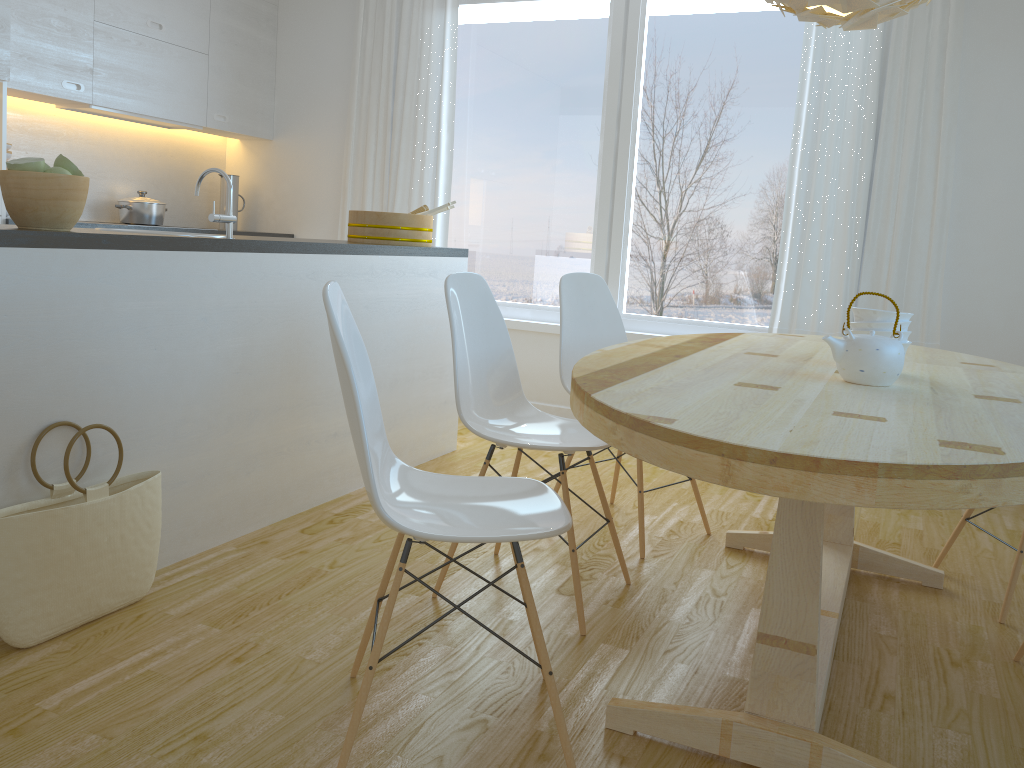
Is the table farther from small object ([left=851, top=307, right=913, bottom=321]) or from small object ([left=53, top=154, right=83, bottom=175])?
small object ([left=53, top=154, right=83, bottom=175])

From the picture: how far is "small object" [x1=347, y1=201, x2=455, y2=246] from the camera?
3.8 meters

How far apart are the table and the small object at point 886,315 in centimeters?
14cm

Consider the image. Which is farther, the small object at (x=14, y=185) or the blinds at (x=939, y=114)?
the blinds at (x=939, y=114)

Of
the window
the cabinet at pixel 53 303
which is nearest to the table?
the cabinet at pixel 53 303

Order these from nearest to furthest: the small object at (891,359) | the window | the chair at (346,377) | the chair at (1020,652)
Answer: the chair at (346,377) → the small object at (891,359) → the chair at (1020,652) → the window

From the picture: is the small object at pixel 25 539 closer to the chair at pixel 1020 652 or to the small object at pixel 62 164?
the small object at pixel 62 164

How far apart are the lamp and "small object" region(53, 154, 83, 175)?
1.84m

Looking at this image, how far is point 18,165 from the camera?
2.1 meters

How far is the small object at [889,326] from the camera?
2.2 meters
